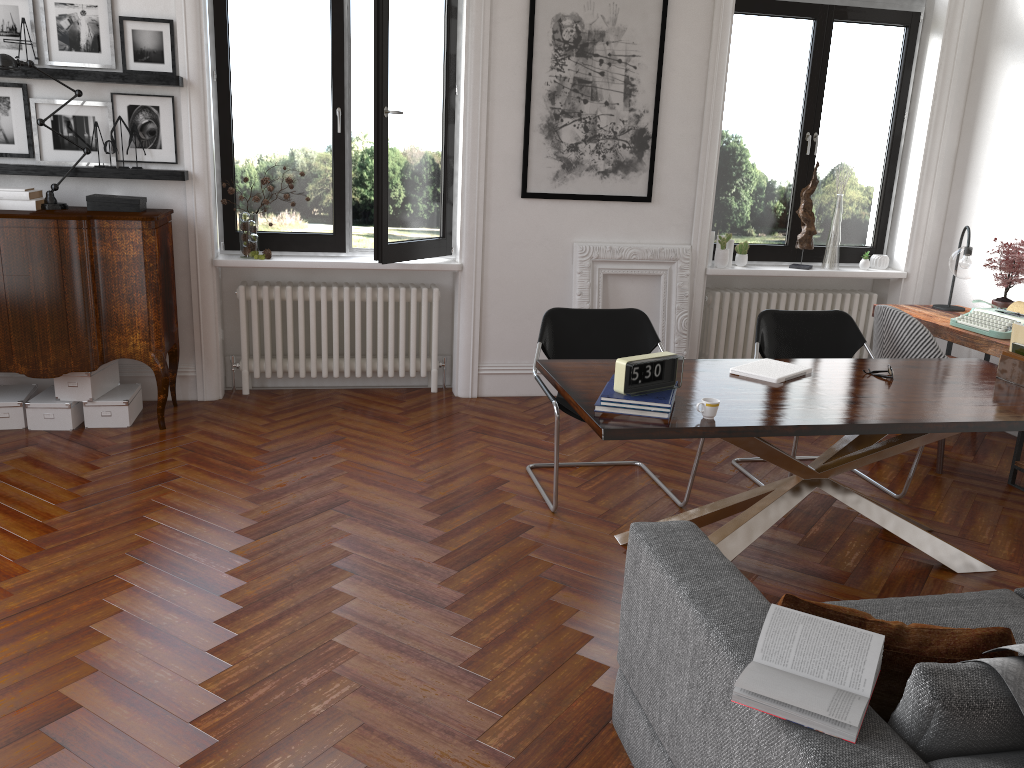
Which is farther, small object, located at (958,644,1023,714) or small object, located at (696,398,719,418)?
small object, located at (696,398,719,418)

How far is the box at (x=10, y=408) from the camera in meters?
→ 5.0 m

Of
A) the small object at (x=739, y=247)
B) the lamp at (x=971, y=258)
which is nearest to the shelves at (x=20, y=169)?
the small object at (x=739, y=247)

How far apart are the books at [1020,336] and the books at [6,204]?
5.0m

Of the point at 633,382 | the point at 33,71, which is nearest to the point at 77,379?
the point at 33,71

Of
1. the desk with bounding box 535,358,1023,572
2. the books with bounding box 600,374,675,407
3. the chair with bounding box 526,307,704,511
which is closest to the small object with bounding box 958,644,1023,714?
the desk with bounding box 535,358,1023,572

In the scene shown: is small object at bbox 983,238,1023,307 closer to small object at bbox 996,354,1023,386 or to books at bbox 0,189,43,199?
small object at bbox 996,354,1023,386

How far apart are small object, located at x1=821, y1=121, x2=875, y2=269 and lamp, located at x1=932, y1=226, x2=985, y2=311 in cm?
84

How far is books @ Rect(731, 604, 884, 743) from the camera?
1.6 meters

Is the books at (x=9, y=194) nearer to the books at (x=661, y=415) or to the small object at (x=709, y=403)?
the books at (x=661, y=415)
